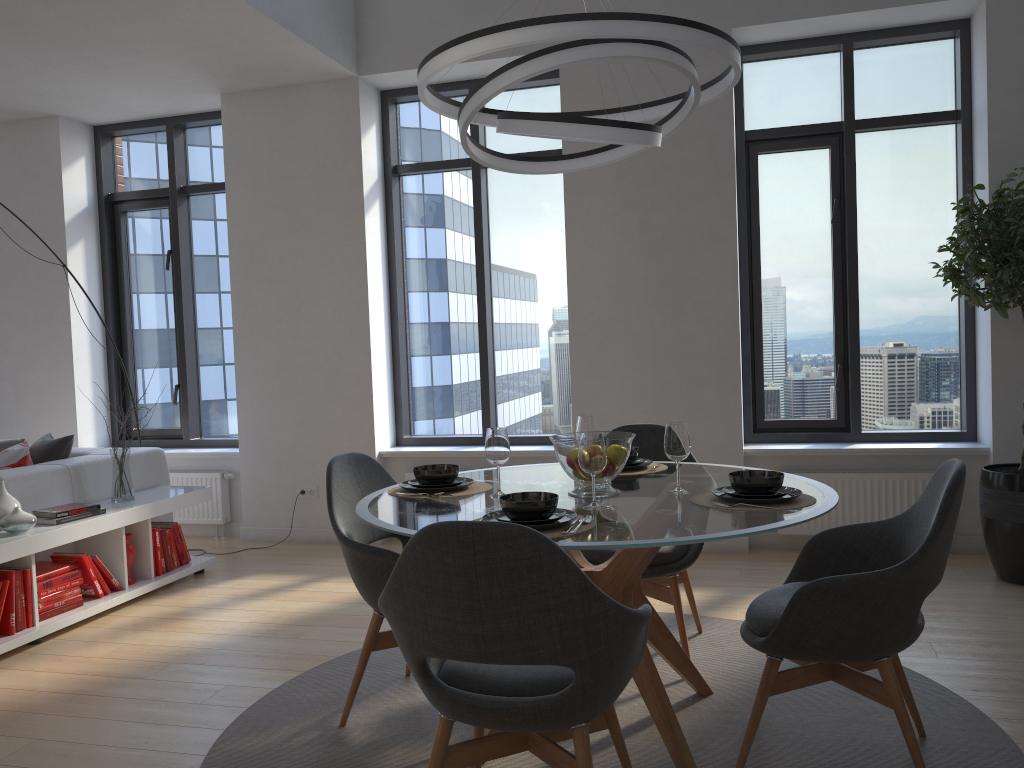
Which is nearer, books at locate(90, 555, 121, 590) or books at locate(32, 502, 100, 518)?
books at locate(32, 502, 100, 518)

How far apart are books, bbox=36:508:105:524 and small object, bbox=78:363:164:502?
0.5 meters

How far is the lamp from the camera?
2.3m

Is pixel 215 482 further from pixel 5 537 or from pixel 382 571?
pixel 382 571

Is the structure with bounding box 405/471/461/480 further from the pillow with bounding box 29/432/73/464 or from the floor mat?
the floor mat

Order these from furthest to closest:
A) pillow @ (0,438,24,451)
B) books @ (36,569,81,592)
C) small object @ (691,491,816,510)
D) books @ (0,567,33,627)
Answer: pillow @ (0,438,24,451), books @ (36,569,81,592), books @ (0,567,33,627), small object @ (691,491,816,510)

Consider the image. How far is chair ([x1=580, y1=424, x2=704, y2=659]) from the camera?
3.3m

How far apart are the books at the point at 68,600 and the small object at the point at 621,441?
2.74m

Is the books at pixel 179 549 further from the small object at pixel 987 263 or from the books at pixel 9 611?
the small object at pixel 987 263

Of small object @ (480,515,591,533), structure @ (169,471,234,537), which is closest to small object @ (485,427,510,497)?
small object @ (480,515,591,533)
